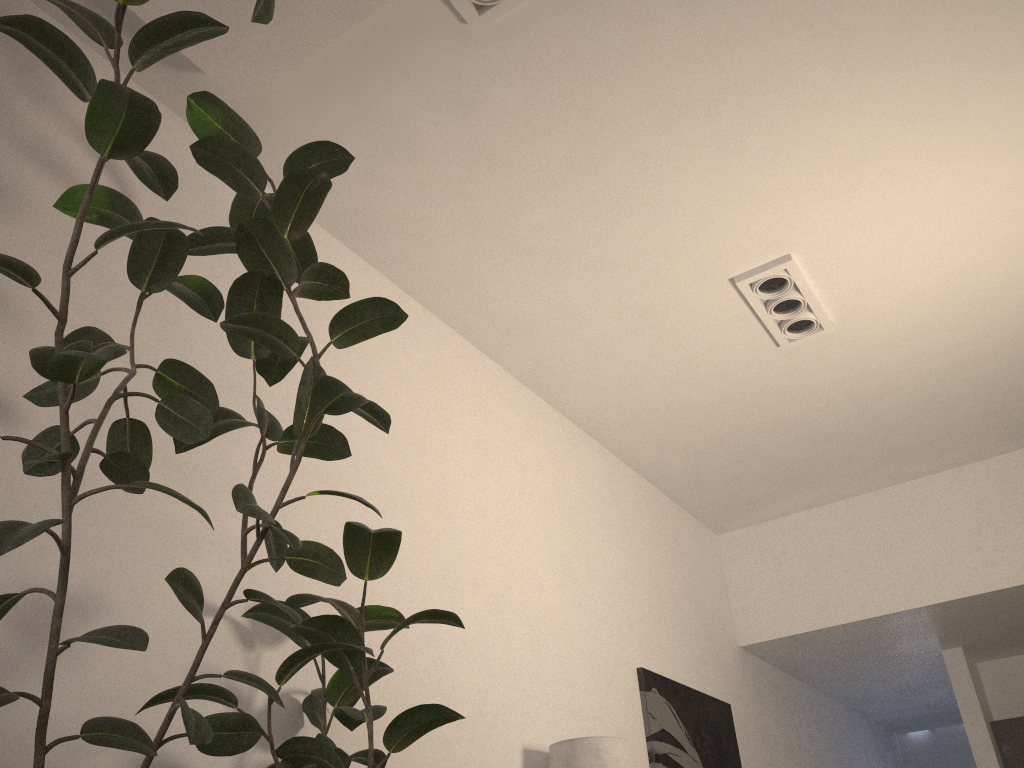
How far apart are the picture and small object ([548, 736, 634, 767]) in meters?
1.0 m

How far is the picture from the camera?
4.4 meters

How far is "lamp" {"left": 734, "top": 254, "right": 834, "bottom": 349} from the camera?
3.84m

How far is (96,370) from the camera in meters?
1.4

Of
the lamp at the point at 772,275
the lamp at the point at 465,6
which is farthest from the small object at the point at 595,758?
the lamp at the point at 465,6

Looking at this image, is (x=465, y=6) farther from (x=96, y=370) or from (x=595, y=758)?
(x=595, y=758)

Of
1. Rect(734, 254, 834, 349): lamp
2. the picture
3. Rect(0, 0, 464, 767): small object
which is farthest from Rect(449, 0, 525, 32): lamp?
the picture

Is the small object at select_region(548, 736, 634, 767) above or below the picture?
below

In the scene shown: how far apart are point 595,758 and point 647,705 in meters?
1.2 m

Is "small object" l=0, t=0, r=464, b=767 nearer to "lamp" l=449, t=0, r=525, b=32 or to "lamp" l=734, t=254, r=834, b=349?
"lamp" l=449, t=0, r=525, b=32
